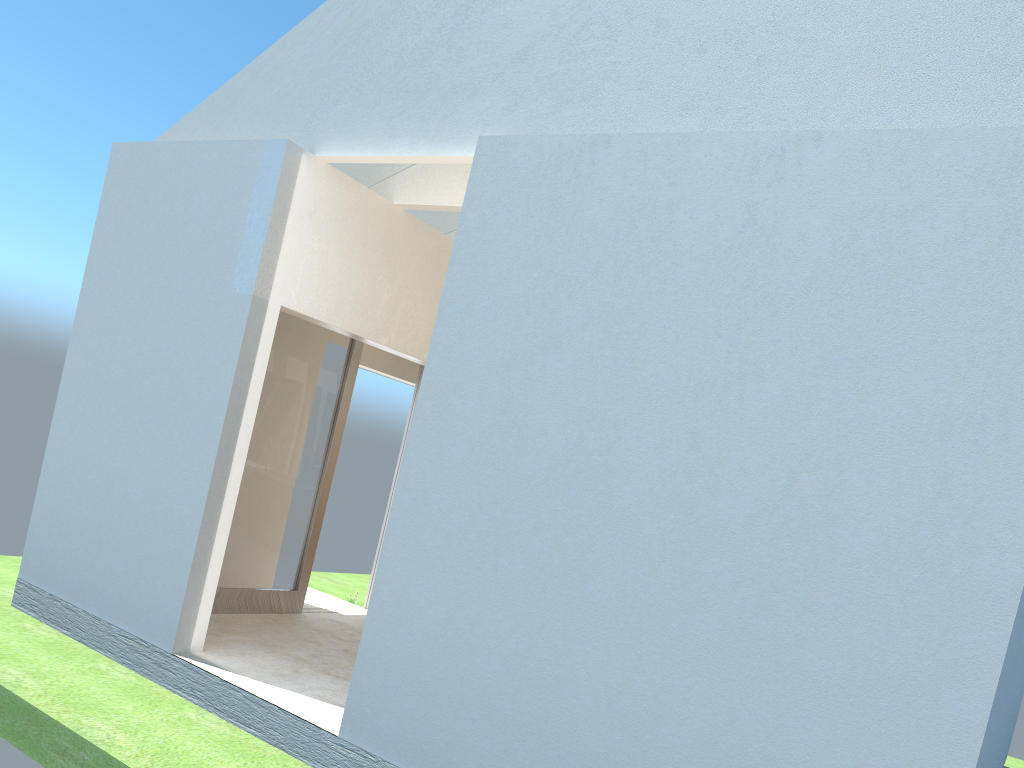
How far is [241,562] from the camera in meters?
17.2

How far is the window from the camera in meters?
17.2 m

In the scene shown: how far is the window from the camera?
17.2 meters

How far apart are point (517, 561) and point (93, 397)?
9.38m

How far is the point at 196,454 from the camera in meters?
13.9 m
